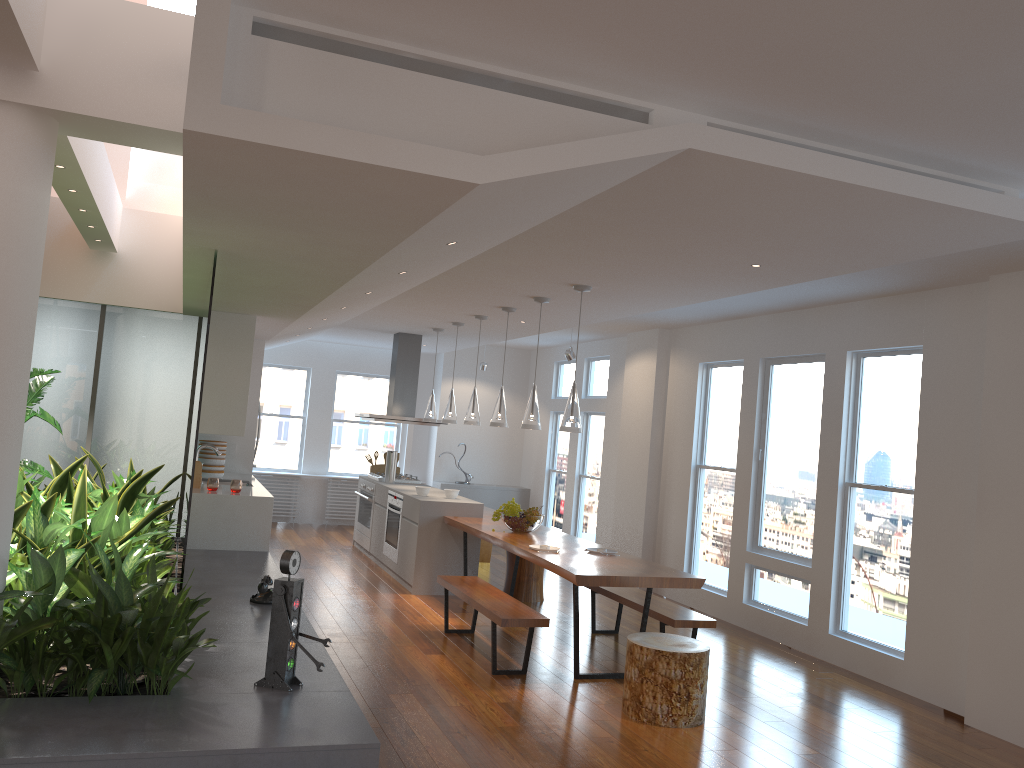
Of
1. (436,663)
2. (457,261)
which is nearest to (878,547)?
(436,663)

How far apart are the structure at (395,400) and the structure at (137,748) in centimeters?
285cm

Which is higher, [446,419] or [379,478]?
[446,419]

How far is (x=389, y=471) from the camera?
9.7 meters

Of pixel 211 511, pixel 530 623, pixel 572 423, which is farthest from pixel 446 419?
pixel 530 623

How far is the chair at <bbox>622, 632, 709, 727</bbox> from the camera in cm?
476

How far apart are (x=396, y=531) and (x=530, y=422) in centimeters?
264cm

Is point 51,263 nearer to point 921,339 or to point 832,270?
point 832,270

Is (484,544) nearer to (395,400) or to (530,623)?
(395,400)

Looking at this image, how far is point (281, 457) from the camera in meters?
12.3
